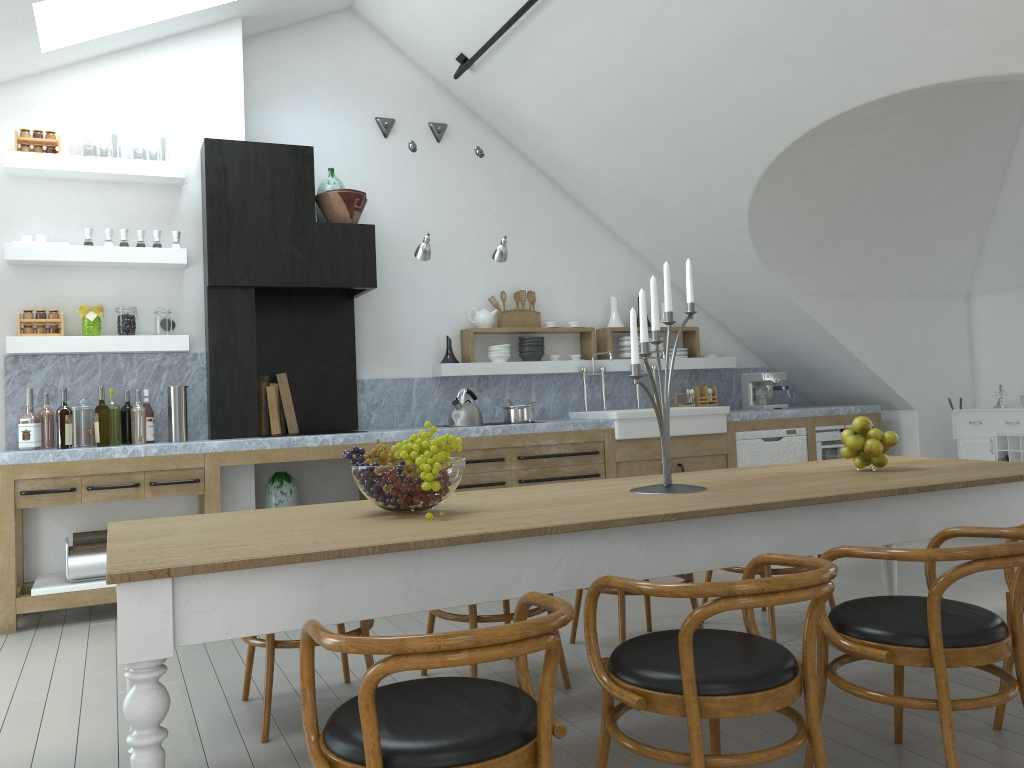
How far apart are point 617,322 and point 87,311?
4.0 meters

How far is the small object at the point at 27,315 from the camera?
5.18m

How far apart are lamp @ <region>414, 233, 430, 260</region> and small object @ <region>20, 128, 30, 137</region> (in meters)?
2.40

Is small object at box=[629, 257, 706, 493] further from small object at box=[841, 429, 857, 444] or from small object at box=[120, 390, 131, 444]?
small object at box=[120, 390, 131, 444]

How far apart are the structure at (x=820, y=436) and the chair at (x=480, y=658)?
5.59m

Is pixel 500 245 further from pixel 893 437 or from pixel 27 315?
pixel 893 437

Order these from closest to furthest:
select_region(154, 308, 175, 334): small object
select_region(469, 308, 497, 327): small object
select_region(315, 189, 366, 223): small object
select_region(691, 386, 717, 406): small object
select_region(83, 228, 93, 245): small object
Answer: select_region(83, 228, 93, 245): small object
select_region(154, 308, 175, 334): small object
select_region(315, 189, 366, 223): small object
select_region(469, 308, 497, 327): small object
select_region(691, 386, 717, 406): small object

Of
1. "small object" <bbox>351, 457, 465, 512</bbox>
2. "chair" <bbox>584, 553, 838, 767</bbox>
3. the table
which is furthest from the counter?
"chair" <bbox>584, 553, 838, 767</bbox>

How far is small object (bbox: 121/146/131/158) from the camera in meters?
40.6

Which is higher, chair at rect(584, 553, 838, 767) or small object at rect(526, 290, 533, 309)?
small object at rect(526, 290, 533, 309)
